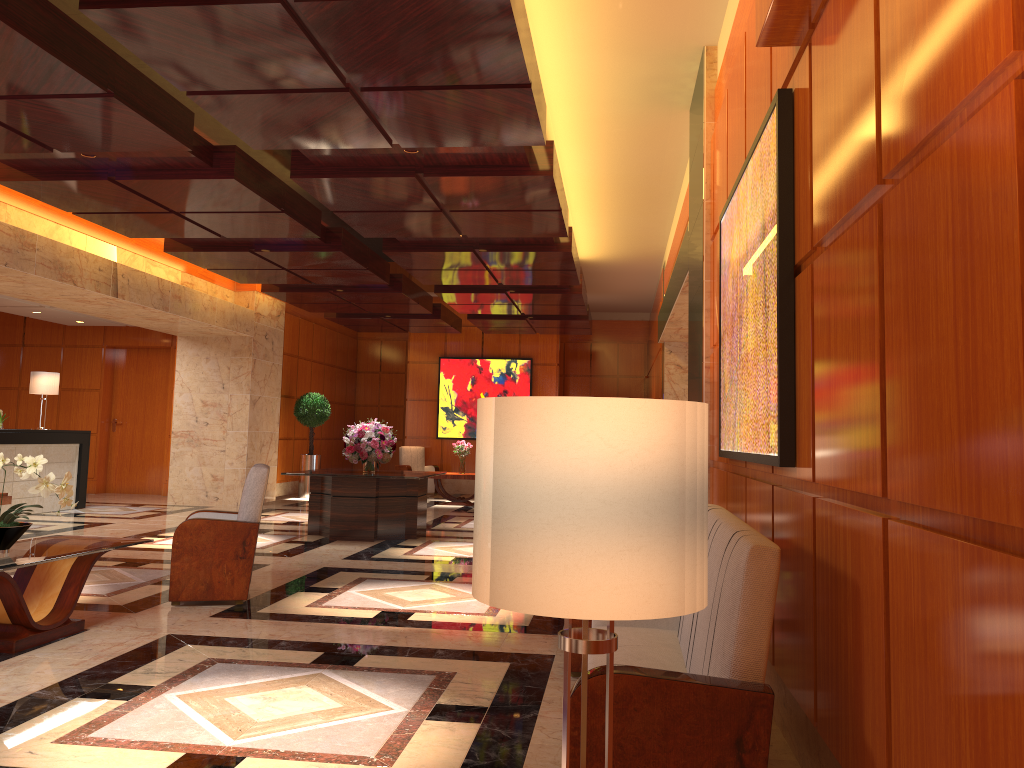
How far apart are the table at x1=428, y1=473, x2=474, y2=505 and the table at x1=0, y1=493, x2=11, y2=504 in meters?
8.5

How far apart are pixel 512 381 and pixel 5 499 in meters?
11.7

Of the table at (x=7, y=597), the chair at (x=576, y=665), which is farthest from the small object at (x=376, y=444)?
the chair at (x=576, y=665)

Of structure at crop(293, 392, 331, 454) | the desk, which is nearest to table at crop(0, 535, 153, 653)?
the desk

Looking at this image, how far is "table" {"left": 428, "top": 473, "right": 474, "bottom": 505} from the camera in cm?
1555

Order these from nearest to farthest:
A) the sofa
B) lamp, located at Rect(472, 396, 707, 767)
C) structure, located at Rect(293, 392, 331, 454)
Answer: lamp, located at Rect(472, 396, 707, 767), the sofa, structure, located at Rect(293, 392, 331, 454)

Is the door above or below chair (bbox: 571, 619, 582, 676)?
above

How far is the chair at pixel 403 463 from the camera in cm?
Answer: 1809

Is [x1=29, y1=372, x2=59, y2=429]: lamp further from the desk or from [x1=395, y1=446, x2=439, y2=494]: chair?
[x1=395, y1=446, x2=439, y2=494]: chair

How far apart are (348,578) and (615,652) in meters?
4.4 m
